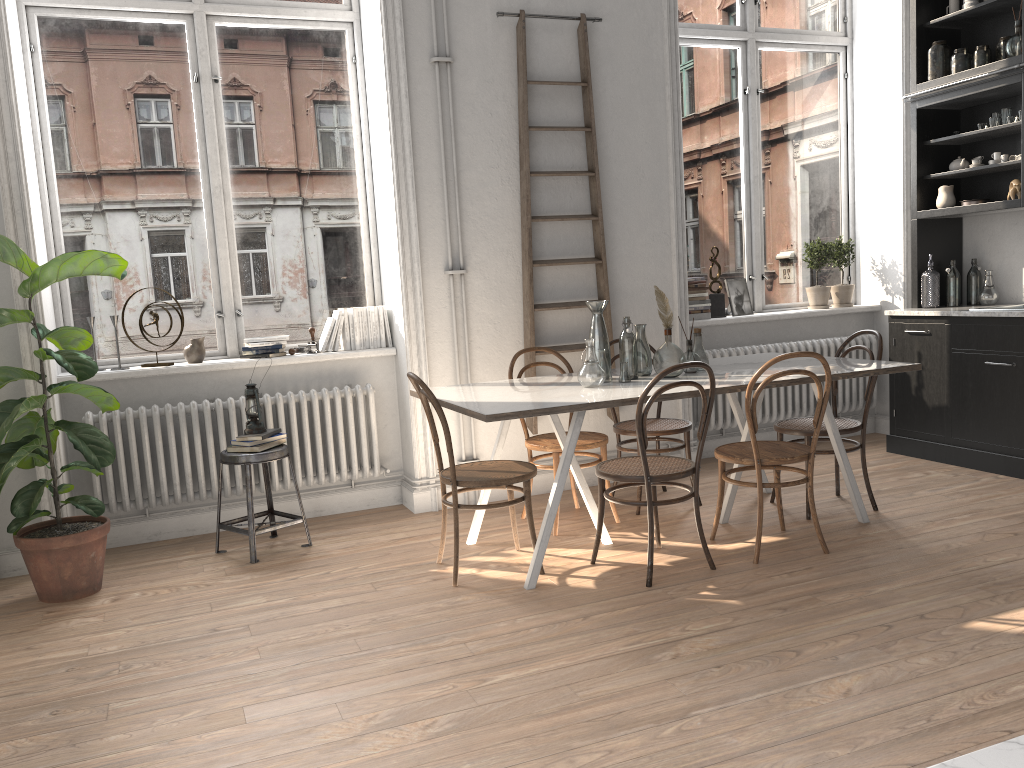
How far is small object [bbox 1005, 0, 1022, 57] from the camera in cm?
504

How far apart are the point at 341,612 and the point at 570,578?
1.0 meters

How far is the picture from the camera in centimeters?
615cm

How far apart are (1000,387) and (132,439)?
4.81m

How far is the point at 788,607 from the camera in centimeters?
333cm

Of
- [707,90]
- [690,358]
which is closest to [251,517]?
[690,358]

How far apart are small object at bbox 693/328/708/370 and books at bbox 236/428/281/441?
2.19m

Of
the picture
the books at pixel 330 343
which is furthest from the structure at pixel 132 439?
the picture

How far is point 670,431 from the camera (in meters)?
4.72

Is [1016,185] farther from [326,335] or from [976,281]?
[326,335]
